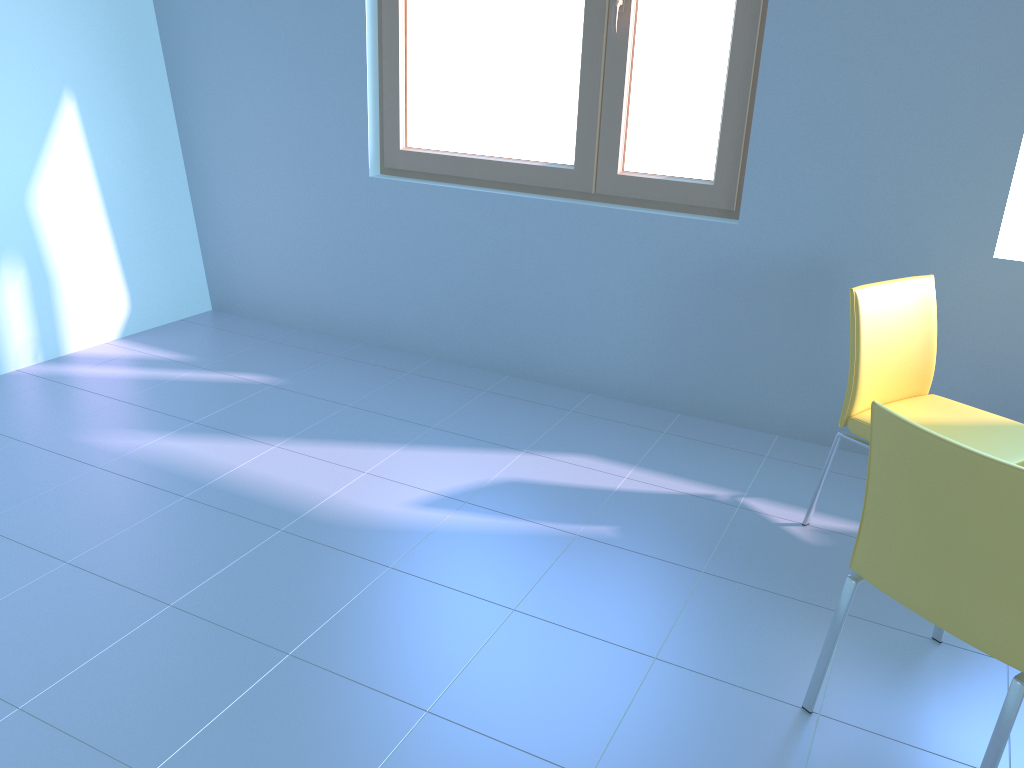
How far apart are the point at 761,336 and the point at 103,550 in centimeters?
212cm

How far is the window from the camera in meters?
2.9

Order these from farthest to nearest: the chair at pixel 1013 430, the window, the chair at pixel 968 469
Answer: the window → the chair at pixel 1013 430 → the chair at pixel 968 469

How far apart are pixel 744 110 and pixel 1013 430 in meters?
1.3 m

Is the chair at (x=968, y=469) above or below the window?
below

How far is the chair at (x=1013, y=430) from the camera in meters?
2.3

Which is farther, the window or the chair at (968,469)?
the window

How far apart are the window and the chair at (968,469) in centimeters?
150cm

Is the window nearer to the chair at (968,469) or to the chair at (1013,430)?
the chair at (1013,430)

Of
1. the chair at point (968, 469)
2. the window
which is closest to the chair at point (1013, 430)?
the chair at point (968, 469)
